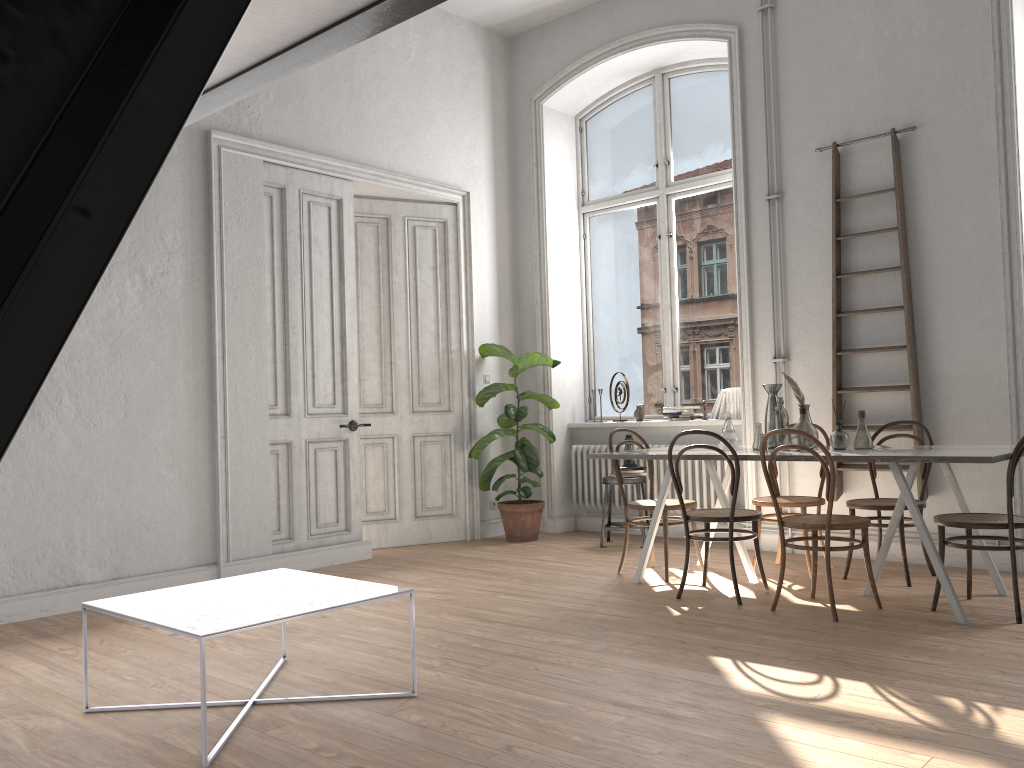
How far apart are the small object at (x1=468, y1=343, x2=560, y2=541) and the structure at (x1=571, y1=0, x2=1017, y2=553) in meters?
0.4 m

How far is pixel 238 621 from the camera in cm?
282

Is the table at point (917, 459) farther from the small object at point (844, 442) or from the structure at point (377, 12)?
the structure at point (377, 12)

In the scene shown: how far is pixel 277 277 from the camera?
6.1 meters

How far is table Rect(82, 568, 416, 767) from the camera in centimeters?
282cm

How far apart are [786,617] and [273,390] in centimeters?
363cm

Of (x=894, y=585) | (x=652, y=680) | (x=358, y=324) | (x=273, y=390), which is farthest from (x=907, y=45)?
(x=273, y=390)

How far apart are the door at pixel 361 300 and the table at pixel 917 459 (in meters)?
2.32

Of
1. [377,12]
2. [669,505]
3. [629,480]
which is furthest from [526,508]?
[377,12]

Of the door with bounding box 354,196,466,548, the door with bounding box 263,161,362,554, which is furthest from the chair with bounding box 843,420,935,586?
the door with bounding box 263,161,362,554
